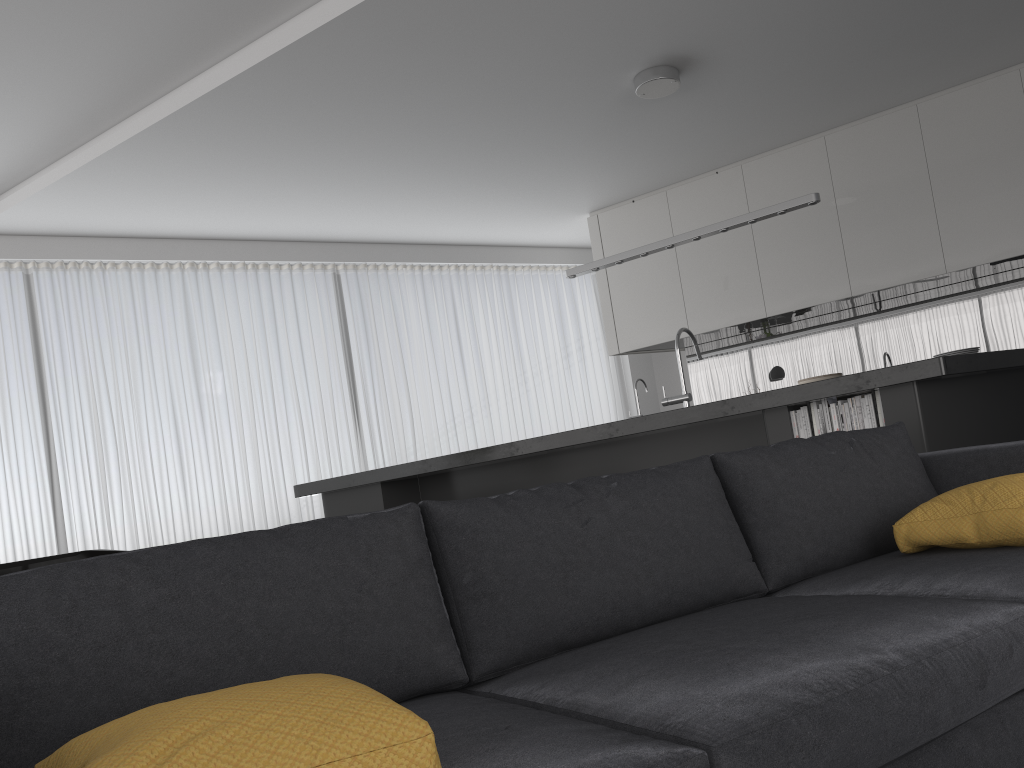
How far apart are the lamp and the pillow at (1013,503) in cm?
296

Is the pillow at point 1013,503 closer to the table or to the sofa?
the sofa

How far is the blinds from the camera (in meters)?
6.48

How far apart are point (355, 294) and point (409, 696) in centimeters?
647cm

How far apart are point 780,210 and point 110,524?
5.11m

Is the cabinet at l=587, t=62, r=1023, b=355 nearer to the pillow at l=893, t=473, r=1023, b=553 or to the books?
the books

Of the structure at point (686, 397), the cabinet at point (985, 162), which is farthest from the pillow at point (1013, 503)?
the cabinet at point (985, 162)

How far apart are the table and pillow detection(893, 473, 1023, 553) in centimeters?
367cm

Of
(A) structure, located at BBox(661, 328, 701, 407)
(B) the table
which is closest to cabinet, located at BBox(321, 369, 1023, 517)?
(A) structure, located at BBox(661, 328, 701, 407)

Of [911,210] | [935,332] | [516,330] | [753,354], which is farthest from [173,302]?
[935,332]
